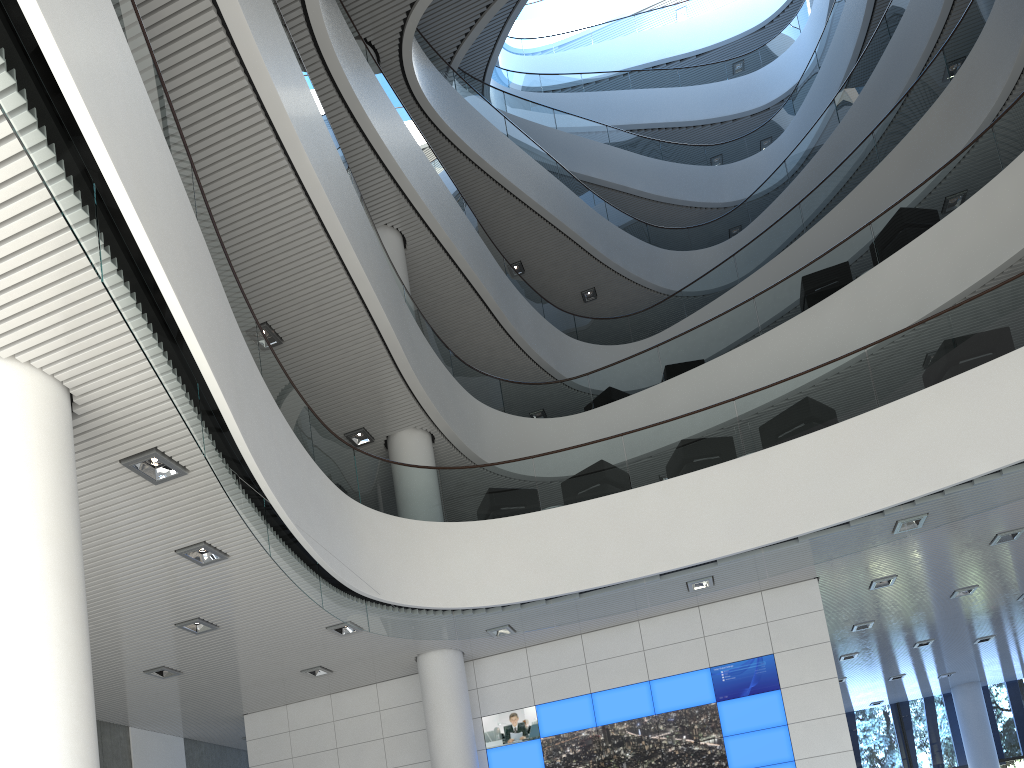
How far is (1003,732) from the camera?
12.8 meters

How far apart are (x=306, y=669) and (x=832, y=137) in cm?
1116

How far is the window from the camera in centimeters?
1278cm

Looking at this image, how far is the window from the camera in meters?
12.8

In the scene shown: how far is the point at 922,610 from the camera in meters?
8.3
